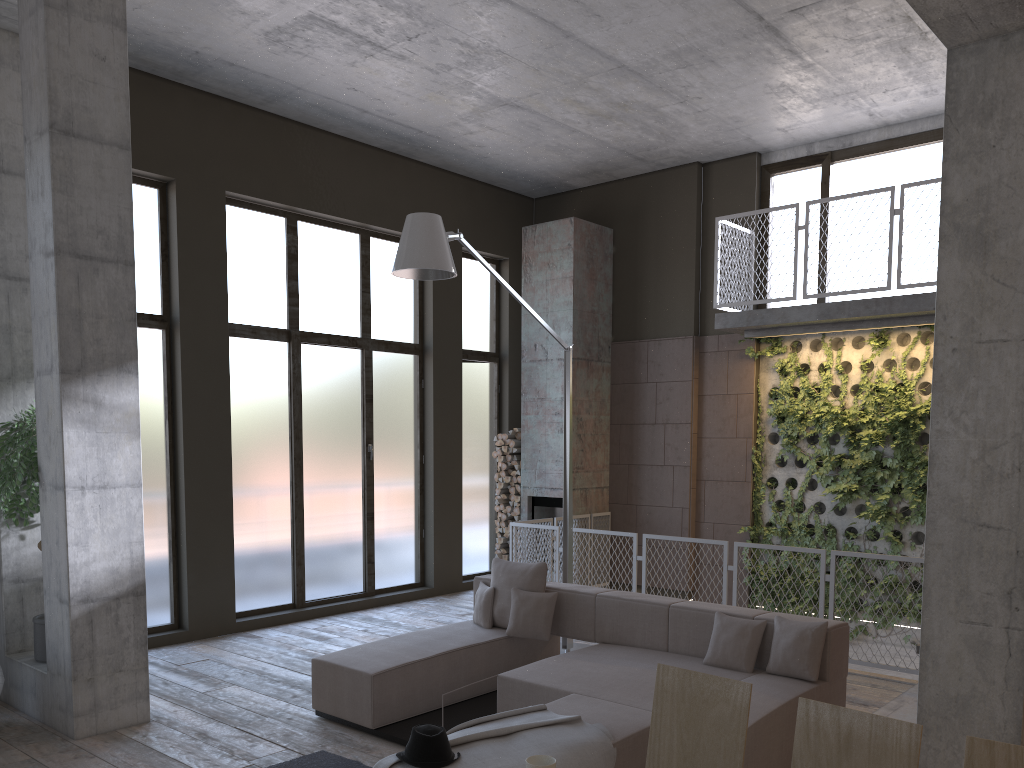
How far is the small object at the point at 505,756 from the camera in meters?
3.9 m

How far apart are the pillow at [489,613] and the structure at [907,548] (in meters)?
4.17

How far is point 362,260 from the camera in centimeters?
1012cm

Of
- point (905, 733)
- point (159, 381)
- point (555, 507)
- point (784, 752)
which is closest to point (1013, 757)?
point (905, 733)

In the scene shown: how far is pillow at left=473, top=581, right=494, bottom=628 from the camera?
6.68m

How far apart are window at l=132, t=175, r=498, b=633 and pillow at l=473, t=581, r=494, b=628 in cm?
306

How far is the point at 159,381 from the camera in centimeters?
824cm

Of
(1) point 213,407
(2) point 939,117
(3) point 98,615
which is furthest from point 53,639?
(2) point 939,117

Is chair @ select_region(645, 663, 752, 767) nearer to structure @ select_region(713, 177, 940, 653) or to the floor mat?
the floor mat

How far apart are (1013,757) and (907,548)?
7.5m
